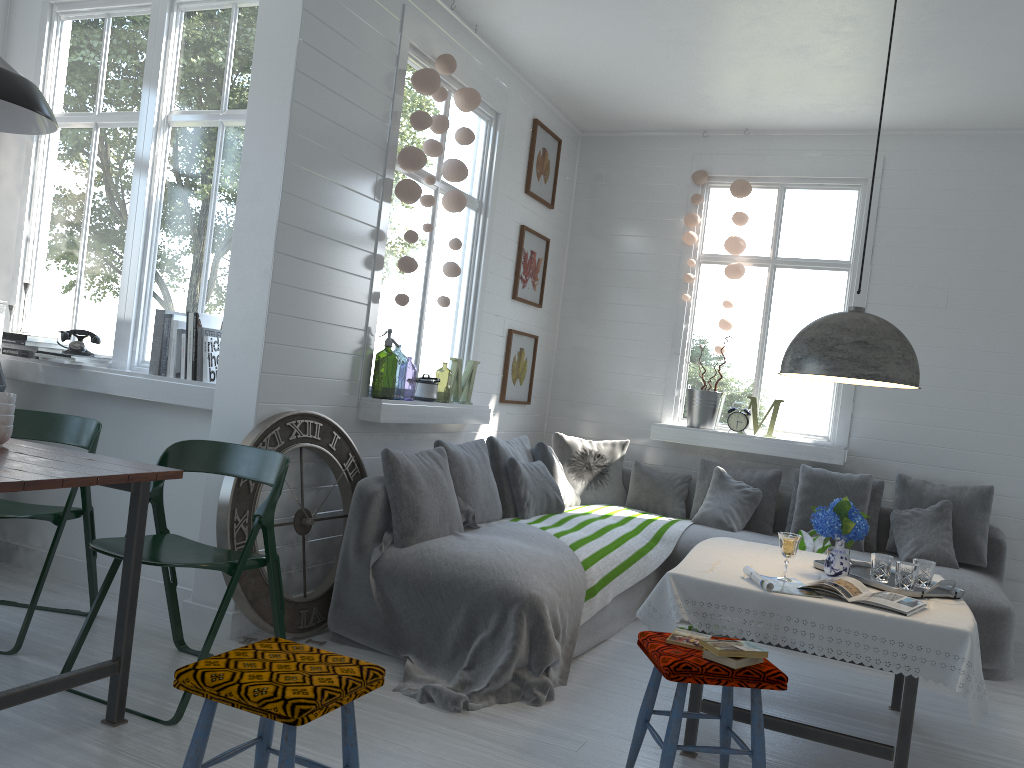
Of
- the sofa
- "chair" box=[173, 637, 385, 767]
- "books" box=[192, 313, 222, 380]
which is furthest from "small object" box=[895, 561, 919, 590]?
"books" box=[192, 313, 222, 380]

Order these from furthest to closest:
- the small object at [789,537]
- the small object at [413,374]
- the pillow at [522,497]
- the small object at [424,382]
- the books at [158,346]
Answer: the small object at [413,374], the pillow at [522,497], the small object at [424,382], the books at [158,346], the small object at [789,537]

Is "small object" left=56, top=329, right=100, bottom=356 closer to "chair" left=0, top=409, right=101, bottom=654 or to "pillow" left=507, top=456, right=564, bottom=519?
"chair" left=0, top=409, right=101, bottom=654

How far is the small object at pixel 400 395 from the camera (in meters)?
12.26

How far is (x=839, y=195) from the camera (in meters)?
7.05

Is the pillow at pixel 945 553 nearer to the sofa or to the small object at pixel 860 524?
the sofa

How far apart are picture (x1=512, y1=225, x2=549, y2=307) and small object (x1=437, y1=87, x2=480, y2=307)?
1.25m

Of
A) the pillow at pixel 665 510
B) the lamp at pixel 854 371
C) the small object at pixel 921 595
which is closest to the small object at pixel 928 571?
the small object at pixel 921 595

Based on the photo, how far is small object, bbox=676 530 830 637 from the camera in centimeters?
584cm

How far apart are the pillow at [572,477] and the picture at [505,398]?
0.4 meters
